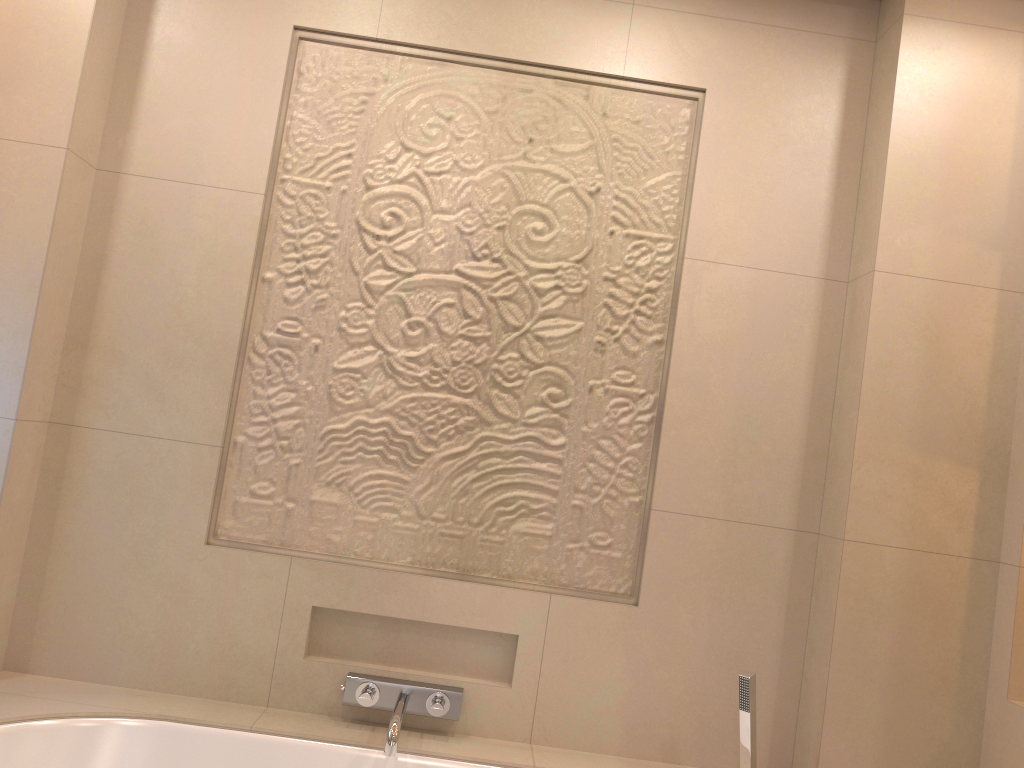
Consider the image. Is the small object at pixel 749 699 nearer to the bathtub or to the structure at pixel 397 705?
the bathtub

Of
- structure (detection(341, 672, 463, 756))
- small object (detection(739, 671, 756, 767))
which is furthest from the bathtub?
small object (detection(739, 671, 756, 767))

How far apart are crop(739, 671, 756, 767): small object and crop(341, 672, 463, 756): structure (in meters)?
0.65

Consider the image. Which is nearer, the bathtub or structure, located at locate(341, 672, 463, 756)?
the bathtub

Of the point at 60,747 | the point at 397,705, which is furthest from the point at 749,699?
the point at 60,747

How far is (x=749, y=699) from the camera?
2.0m

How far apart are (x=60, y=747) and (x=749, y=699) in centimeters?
149cm

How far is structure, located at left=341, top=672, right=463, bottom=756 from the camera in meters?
2.0

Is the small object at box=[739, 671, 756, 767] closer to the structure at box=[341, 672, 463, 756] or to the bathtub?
the bathtub

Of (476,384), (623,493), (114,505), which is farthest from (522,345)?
(114,505)
